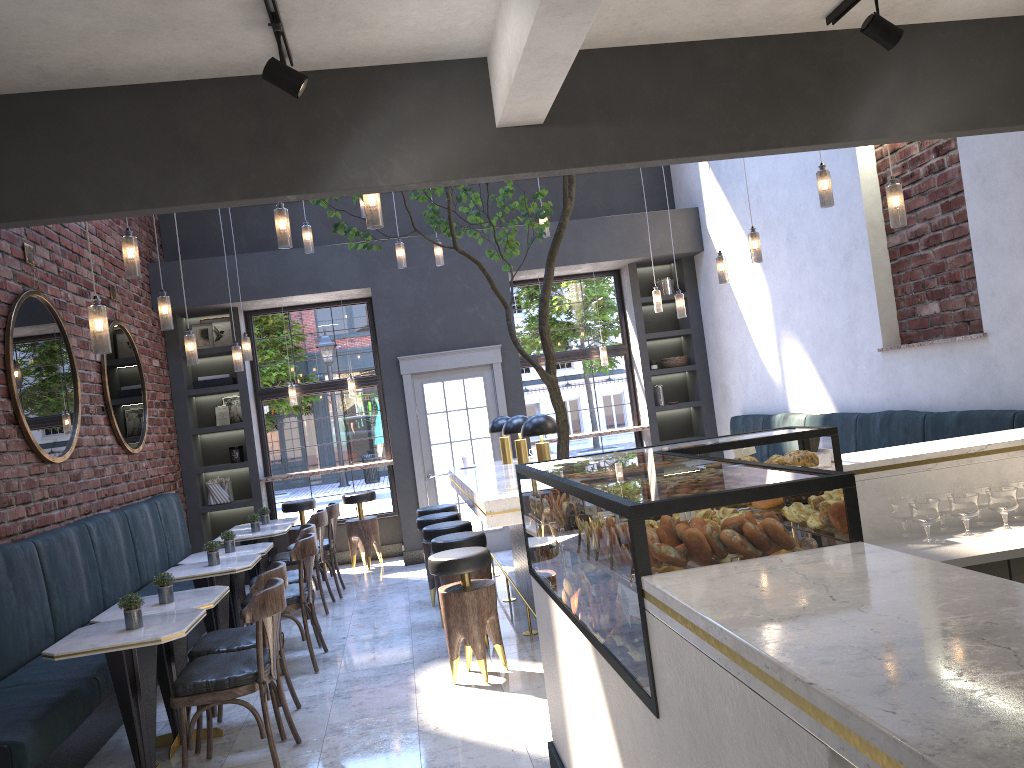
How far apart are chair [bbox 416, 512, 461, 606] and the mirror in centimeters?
261cm

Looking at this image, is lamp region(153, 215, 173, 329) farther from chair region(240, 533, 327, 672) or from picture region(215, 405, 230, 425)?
picture region(215, 405, 230, 425)

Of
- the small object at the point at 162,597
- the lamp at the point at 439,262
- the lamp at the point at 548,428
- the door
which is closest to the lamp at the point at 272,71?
the small object at the point at 162,597

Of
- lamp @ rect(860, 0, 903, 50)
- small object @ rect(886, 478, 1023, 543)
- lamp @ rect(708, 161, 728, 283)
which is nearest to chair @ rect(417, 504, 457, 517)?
lamp @ rect(708, 161, 728, 283)

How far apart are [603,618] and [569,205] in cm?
323

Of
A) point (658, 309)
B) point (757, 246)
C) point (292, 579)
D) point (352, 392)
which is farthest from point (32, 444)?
point (658, 309)

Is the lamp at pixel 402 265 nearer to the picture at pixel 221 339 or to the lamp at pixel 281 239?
the lamp at pixel 281 239

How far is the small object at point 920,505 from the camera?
3.2 meters

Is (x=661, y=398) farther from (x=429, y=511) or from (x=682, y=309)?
(x=429, y=511)

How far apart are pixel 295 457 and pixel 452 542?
4.86m
